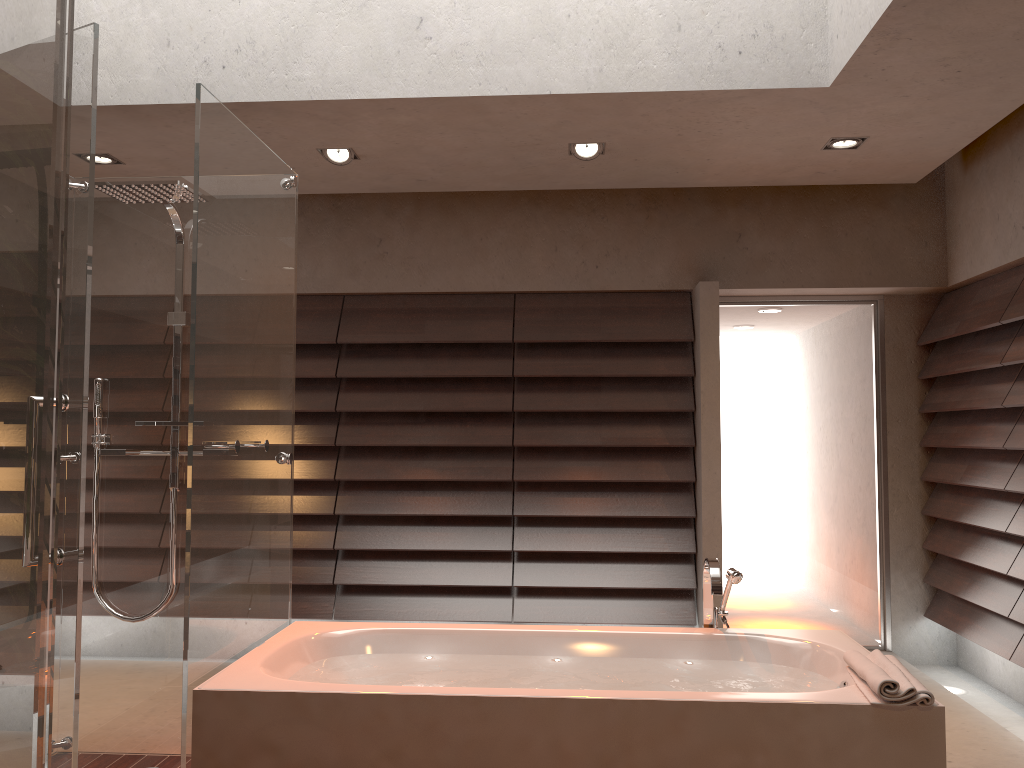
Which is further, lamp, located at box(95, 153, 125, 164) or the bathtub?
lamp, located at box(95, 153, 125, 164)

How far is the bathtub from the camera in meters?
2.3 m

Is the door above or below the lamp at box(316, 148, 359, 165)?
below

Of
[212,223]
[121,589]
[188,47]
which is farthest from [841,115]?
[121,589]

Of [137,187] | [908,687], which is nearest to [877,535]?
[908,687]

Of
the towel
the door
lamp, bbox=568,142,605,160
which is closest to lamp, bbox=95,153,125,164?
lamp, bbox=568,142,605,160

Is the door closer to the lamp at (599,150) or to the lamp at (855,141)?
the lamp at (855,141)

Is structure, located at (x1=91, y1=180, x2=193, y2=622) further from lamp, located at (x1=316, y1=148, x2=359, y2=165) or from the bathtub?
lamp, located at (x1=316, y1=148, x2=359, y2=165)

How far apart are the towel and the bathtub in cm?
1

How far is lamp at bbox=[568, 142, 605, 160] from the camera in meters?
4.0
